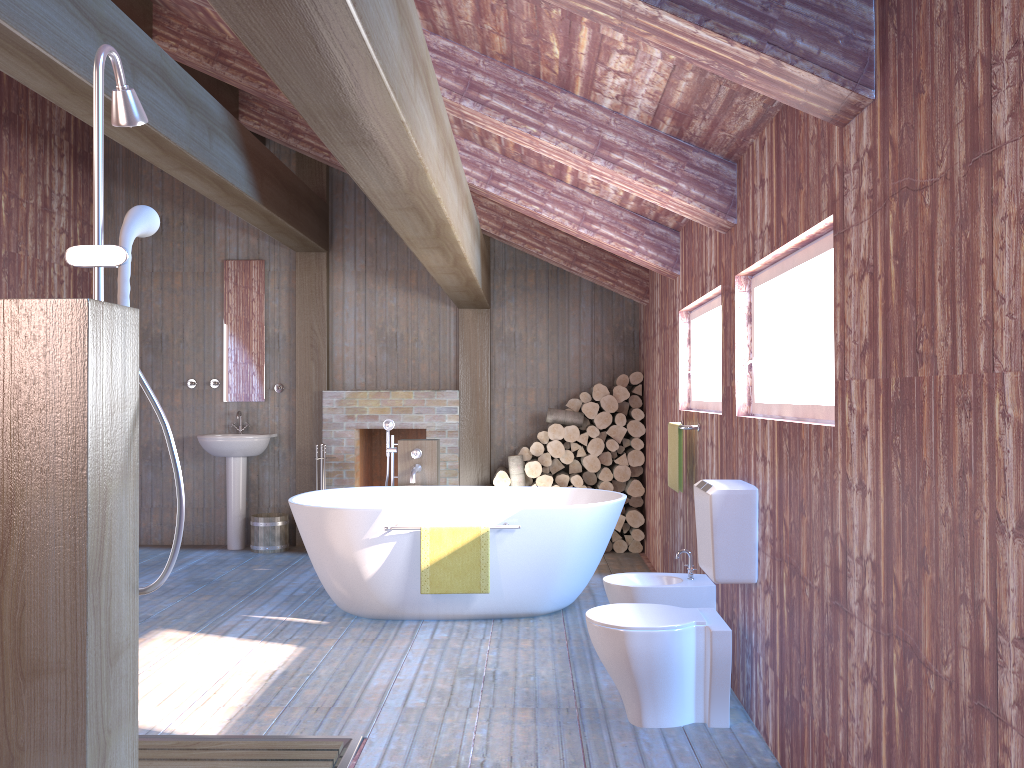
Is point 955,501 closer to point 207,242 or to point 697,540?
point 697,540

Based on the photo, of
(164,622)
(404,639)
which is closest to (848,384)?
(404,639)

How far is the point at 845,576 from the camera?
2.3m

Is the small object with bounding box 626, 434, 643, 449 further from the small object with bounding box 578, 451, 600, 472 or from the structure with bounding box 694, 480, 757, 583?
the structure with bounding box 694, 480, 757, 583

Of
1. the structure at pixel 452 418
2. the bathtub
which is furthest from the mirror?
the bathtub

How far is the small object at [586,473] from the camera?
7.1 meters

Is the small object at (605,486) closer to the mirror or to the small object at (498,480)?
the small object at (498,480)

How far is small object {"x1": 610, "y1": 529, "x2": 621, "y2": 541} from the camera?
7.06m

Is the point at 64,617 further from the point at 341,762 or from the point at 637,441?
the point at 637,441

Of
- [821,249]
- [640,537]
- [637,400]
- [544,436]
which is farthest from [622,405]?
[821,249]
